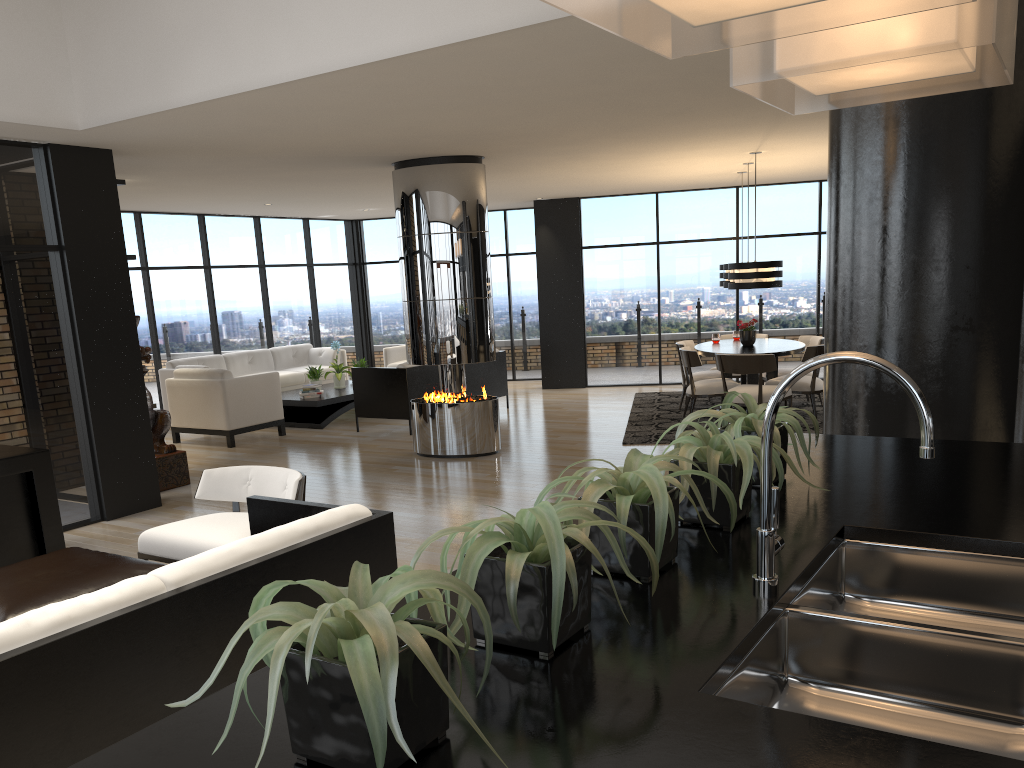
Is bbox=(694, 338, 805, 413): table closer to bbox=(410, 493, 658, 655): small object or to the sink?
the sink

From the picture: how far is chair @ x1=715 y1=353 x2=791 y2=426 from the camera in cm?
857

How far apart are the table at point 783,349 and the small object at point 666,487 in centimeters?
767cm

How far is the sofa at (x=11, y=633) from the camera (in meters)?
2.31

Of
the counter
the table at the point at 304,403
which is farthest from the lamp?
the counter

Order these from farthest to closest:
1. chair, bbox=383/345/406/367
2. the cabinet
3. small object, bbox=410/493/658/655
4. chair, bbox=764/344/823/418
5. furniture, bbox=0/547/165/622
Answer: chair, bbox=383/345/406/367 < chair, bbox=764/344/823/418 < the cabinet < furniture, bbox=0/547/165/622 < small object, bbox=410/493/658/655

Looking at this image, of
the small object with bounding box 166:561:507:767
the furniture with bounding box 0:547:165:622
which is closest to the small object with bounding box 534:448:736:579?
the small object with bounding box 166:561:507:767

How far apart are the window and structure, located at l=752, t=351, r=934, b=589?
6.0 meters

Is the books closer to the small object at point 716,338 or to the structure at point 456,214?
the structure at point 456,214

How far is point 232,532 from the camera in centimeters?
445cm
